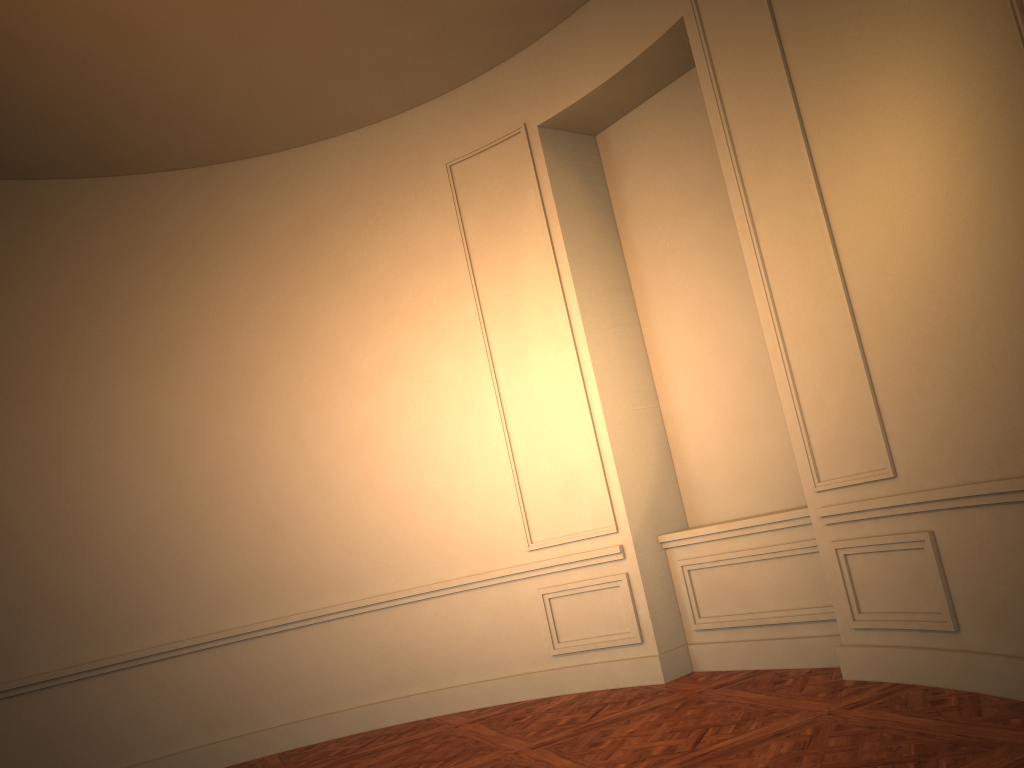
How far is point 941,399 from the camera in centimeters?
374cm
